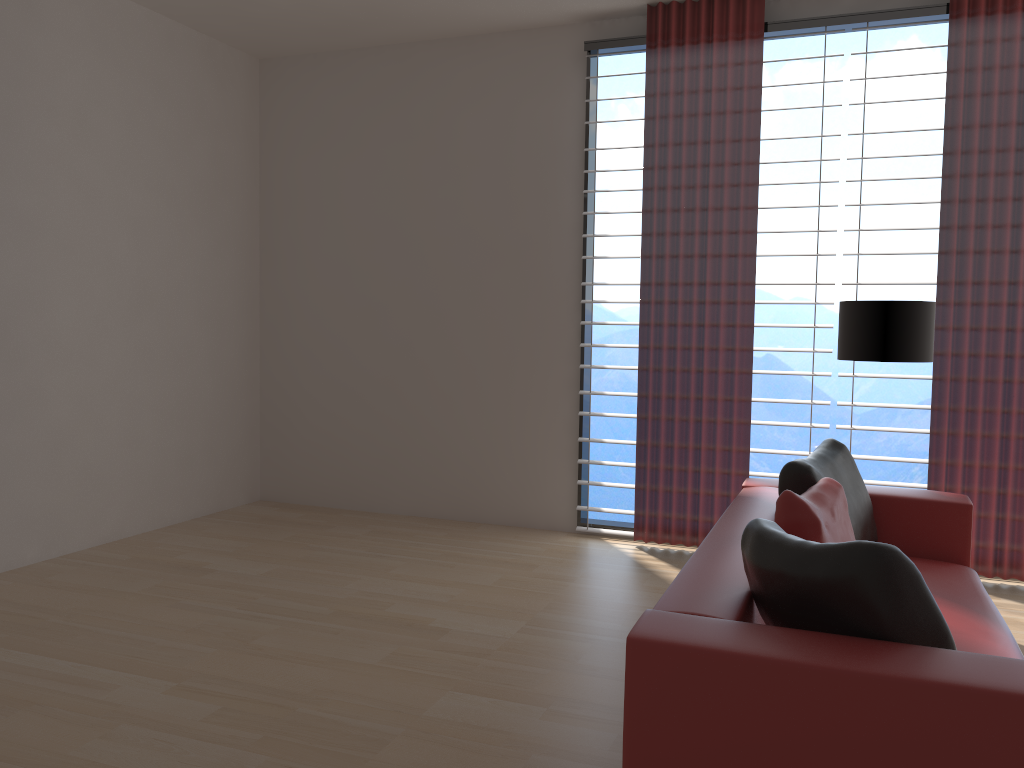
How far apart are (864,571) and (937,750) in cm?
53

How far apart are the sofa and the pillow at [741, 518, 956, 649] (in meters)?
0.02

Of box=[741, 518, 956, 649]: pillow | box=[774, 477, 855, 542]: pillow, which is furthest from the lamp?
box=[741, 518, 956, 649]: pillow

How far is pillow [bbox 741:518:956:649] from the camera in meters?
2.7

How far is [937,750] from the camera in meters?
2.4

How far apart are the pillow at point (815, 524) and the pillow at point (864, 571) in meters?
0.8 m

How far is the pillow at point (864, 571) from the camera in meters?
2.7 m

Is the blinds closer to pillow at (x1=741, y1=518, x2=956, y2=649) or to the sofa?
the sofa

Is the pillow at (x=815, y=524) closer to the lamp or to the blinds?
the lamp

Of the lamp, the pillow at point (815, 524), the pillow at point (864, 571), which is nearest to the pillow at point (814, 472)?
the pillow at point (815, 524)
